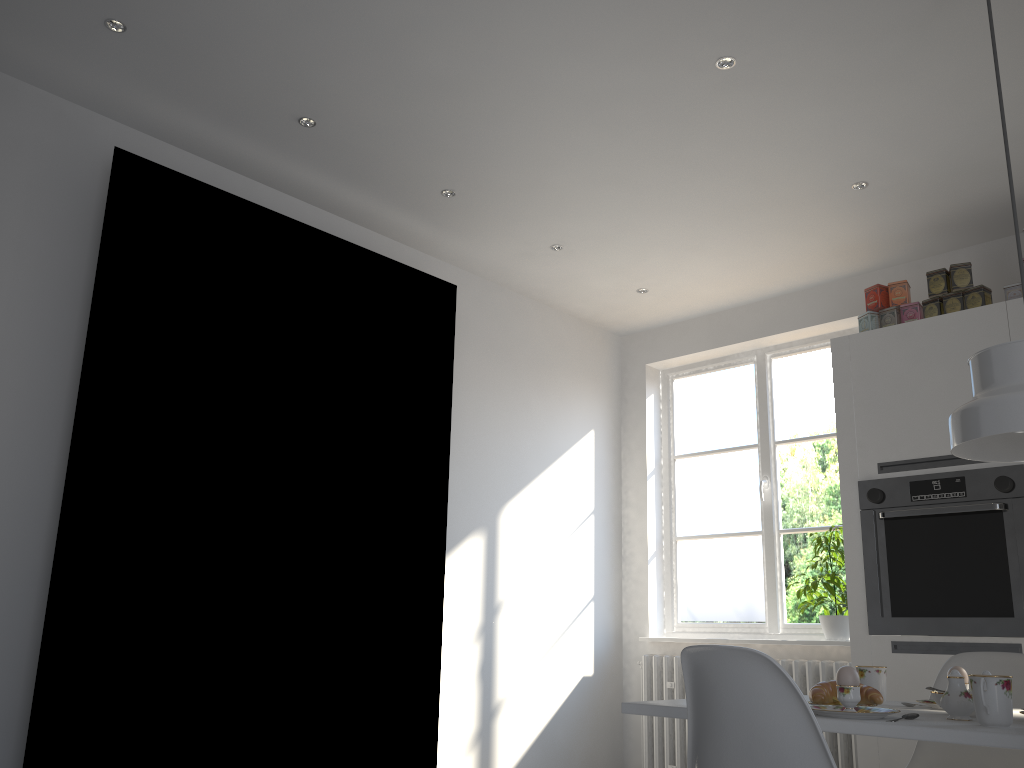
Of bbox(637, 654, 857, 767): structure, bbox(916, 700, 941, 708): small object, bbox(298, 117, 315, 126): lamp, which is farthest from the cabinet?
bbox(298, 117, 315, 126): lamp

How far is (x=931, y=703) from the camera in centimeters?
213cm

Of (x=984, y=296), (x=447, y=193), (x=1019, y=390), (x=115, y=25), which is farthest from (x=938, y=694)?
(x=115, y=25)

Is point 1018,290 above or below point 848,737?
above

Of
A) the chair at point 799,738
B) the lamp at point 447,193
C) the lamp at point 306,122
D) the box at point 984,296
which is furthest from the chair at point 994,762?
the lamp at point 306,122

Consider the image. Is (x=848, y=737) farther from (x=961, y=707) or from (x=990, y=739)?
(x=990, y=739)

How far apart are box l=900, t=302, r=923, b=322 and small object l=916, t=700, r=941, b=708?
1.98m

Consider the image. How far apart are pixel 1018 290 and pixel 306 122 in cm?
280

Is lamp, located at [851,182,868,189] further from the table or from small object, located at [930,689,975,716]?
small object, located at [930,689,975,716]

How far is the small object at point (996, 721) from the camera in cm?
167
